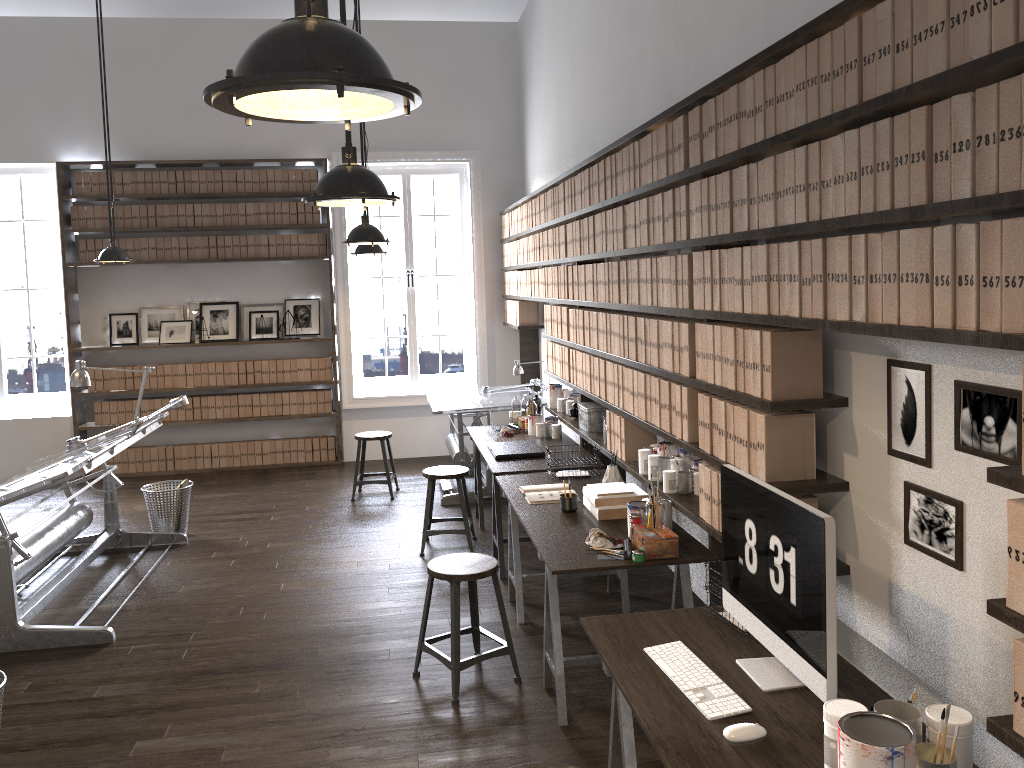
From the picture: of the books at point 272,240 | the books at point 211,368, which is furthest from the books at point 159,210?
the books at point 211,368

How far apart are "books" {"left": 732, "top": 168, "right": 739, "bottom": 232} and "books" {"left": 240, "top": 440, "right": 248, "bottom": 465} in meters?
6.8 m

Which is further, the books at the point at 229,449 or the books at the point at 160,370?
the books at the point at 229,449

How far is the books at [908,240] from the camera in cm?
204

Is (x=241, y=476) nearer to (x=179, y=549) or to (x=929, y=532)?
(x=179, y=549)

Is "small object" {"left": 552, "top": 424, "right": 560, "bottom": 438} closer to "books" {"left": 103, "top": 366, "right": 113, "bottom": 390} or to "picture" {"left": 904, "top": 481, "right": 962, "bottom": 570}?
"picture" {"left": 904, "top": 481, "right": 962, "bottom": 570}

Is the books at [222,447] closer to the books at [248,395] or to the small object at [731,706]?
the books at [248,395]

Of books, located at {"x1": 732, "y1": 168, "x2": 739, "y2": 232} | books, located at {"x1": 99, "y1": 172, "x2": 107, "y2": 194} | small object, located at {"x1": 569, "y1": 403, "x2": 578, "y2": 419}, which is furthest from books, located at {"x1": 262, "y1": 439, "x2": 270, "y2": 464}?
books, located at {"x1": 732, "y1": 168, "x2": 739, "y2": 232}

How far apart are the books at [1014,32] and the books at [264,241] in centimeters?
764cm

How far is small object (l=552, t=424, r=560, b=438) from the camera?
6.07m
